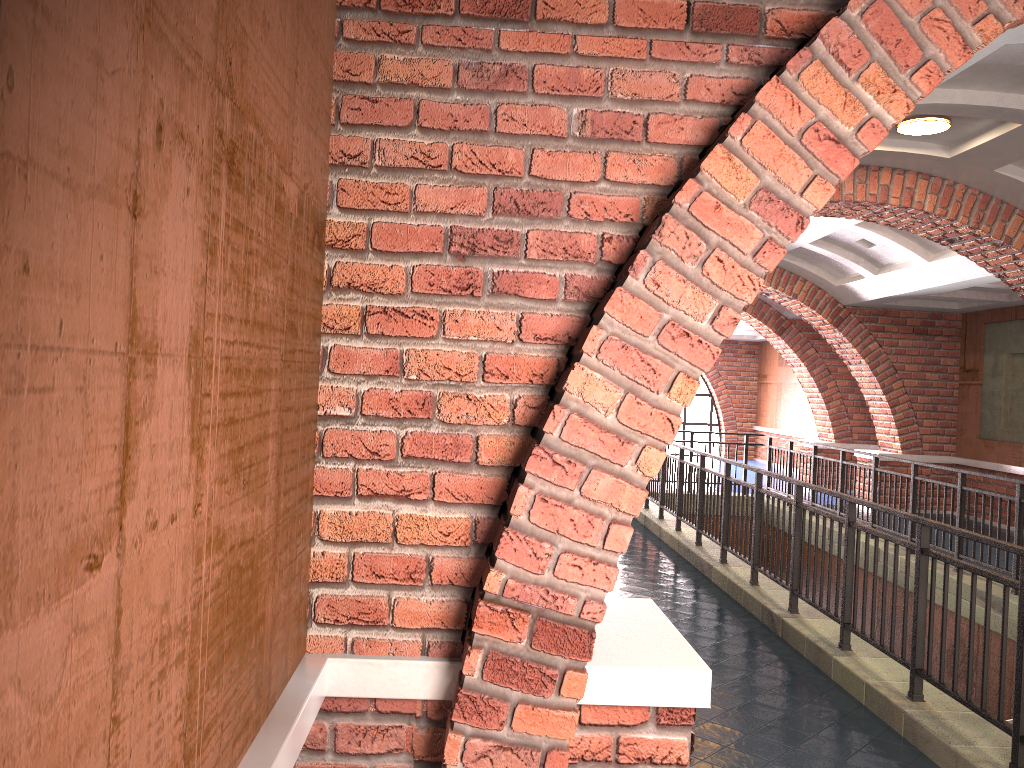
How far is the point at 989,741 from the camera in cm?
400

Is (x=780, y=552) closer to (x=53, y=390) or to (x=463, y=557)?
(x=463, y=557)

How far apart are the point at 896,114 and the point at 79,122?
2.1m

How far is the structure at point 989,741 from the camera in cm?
400

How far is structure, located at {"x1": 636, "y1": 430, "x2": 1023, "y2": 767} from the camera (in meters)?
4.00
